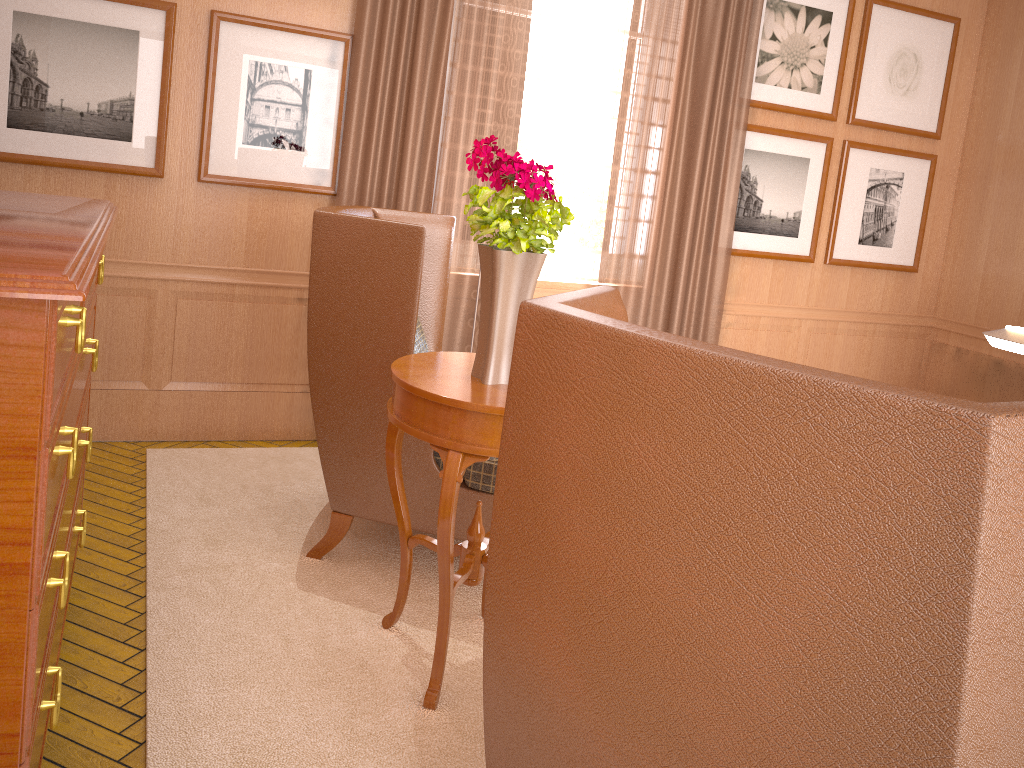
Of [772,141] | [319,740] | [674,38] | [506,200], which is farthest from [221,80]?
[772,141]

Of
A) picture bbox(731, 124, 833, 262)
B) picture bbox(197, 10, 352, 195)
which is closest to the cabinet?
picture bbox(197, 10, 352, 195)

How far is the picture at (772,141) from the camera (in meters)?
8.22

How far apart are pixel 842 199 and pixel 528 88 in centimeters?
352cm

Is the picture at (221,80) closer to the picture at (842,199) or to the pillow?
the pillow

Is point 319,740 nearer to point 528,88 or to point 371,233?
point 371,233

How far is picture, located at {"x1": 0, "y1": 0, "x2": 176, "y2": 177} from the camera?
5.82m

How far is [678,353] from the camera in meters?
1.9

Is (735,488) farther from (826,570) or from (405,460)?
(405,460)

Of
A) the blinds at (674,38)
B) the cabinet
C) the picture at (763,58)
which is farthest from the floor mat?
the picture at (763,58)
